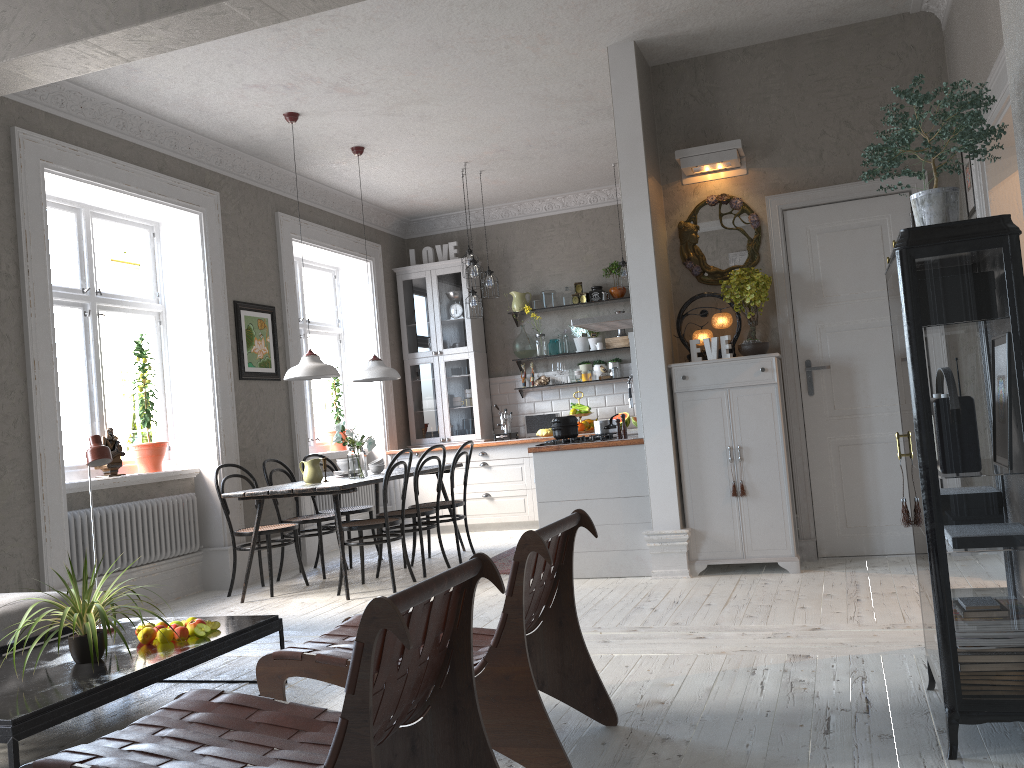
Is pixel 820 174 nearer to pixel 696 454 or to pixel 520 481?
pixel 696 454

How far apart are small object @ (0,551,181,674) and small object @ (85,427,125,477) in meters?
2.6 m

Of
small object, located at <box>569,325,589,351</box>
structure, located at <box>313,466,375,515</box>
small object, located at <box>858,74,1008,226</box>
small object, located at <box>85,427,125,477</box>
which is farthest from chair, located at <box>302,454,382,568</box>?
small object, located at <box>858,74,1008,226</box>

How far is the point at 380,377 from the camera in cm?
684

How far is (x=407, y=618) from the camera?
1.91m

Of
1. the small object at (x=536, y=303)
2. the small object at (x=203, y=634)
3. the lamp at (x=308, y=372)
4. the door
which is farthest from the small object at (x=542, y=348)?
the small object at (x=203, y=634)

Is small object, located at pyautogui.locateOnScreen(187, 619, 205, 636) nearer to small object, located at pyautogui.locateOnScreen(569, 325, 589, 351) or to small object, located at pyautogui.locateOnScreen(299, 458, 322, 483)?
small object, located at pyautogui.locateOnScreen(299, 458, 322, 483)

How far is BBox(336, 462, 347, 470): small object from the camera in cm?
681

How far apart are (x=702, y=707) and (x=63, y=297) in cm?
493

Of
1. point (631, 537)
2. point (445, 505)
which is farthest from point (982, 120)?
point (445, 505)
